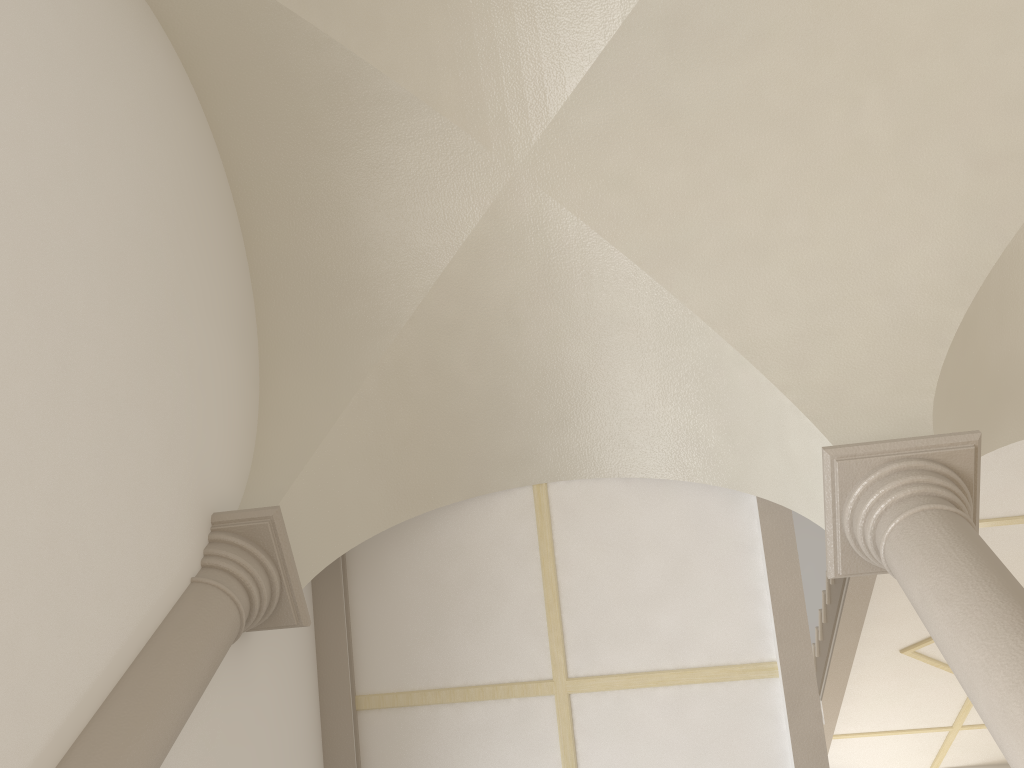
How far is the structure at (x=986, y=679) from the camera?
2.9m

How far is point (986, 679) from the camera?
2.9 meters

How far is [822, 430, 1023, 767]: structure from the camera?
2.90m
